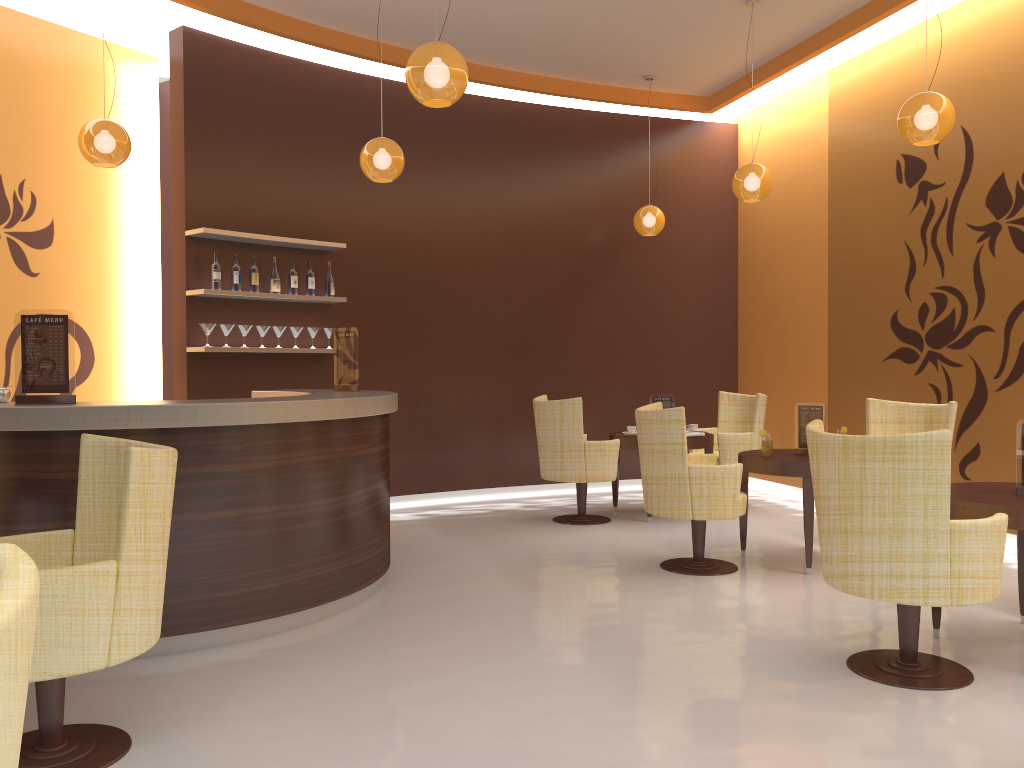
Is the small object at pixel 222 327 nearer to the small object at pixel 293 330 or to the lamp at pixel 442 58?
the small object at pixel 293 330

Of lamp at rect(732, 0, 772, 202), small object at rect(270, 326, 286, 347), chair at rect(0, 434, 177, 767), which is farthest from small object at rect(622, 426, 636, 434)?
chair at rect(0, 434, 177, 767)

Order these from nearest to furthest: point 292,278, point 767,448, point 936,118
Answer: point 936,118
point 767,448
point 292,278

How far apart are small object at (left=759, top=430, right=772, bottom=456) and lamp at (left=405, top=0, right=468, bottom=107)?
2.8 meters

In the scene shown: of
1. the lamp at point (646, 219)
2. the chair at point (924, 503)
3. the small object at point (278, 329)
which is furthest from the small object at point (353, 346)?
the lamp at point (646, 219)

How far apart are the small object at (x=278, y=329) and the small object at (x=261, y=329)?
0.11m

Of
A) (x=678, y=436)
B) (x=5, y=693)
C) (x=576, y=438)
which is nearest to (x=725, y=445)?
(x=576, y=438)

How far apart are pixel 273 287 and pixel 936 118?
4.8m

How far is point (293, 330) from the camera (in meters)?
7.13

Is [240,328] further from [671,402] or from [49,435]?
[671,402]
